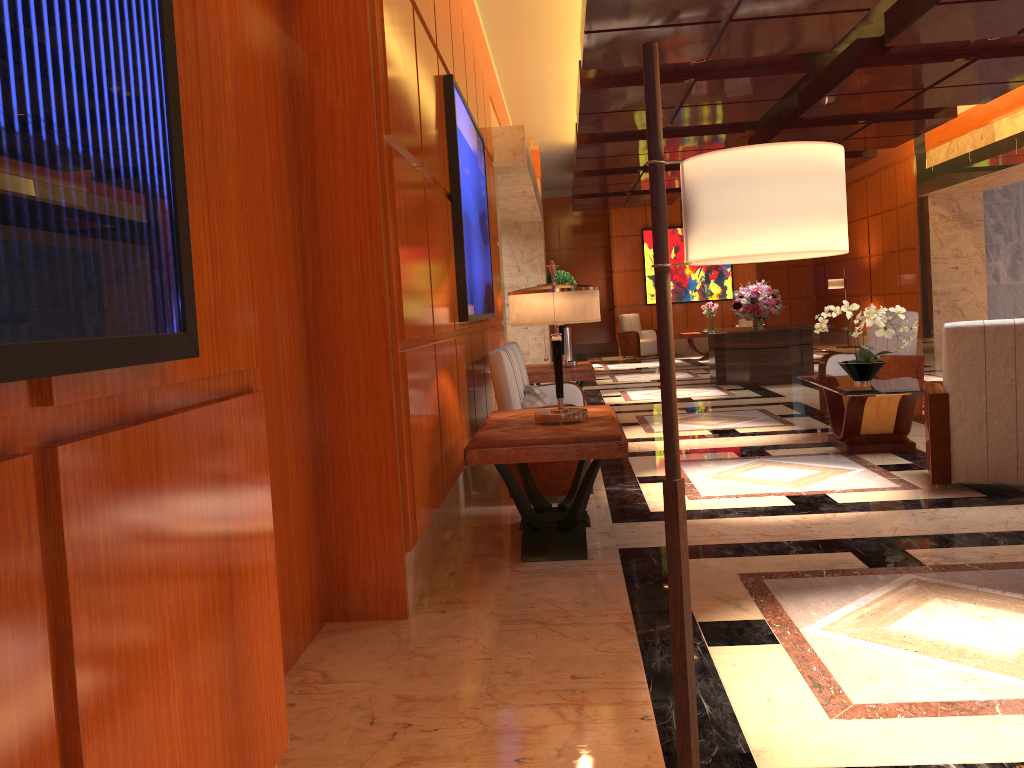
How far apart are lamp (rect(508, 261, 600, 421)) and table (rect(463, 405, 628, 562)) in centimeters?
3cm

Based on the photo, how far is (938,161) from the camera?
14.61m

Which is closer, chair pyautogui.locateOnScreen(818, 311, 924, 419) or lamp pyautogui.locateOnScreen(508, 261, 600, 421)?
lamp pyautogui.locateOnScreen(508, 261, 600, 421)

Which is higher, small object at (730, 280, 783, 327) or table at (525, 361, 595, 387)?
small object at (730, 280, 783, 327)

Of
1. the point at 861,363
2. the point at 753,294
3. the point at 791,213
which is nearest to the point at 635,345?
the point at 753,294

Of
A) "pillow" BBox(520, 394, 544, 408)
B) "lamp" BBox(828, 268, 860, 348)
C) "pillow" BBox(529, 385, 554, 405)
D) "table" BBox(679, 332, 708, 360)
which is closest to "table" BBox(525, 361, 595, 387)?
"pillow" BBox(529, 385, 554, 405)

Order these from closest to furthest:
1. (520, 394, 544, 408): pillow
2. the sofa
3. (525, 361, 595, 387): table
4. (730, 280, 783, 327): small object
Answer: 1. the sofa
2. (520, 394, 544, 408): pillow
3. (525, 361, 595, 387): table
4. (730, 280, 783, 327): small object

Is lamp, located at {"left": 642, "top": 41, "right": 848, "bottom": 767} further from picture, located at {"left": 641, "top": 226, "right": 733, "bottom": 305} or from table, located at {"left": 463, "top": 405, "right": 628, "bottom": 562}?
picture, located at {"left": 641, "top": 226, "right": 733, "bottom": 305}

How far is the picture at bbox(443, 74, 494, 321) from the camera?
5.17m

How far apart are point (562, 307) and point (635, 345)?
15.2 meters
